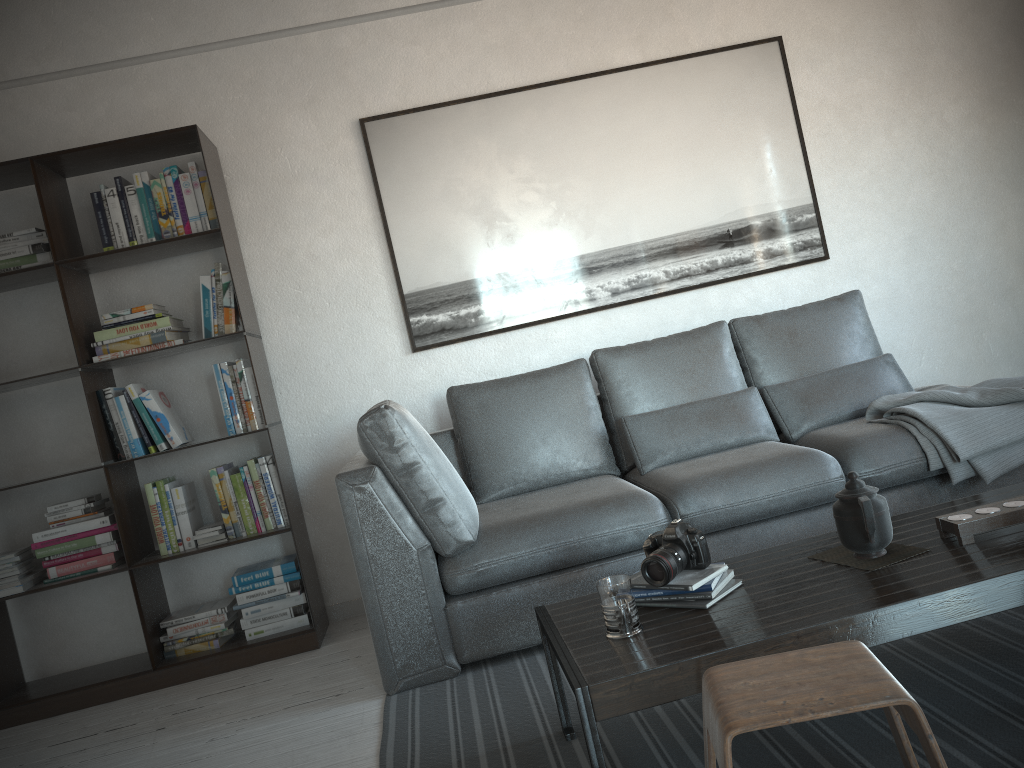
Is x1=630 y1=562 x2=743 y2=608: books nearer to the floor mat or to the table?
the table

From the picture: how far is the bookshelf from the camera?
3.41m

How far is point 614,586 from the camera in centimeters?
185cm

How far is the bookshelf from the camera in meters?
3.4 m

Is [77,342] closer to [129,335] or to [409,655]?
[129,335]

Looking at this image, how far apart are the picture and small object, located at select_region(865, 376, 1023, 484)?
1.0m

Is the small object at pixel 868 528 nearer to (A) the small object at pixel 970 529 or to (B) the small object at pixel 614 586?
(A) the small object at pixel 970 529

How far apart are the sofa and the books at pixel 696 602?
0.71m

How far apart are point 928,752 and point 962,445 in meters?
1.8

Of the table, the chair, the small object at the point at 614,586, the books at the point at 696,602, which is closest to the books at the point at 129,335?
the table
